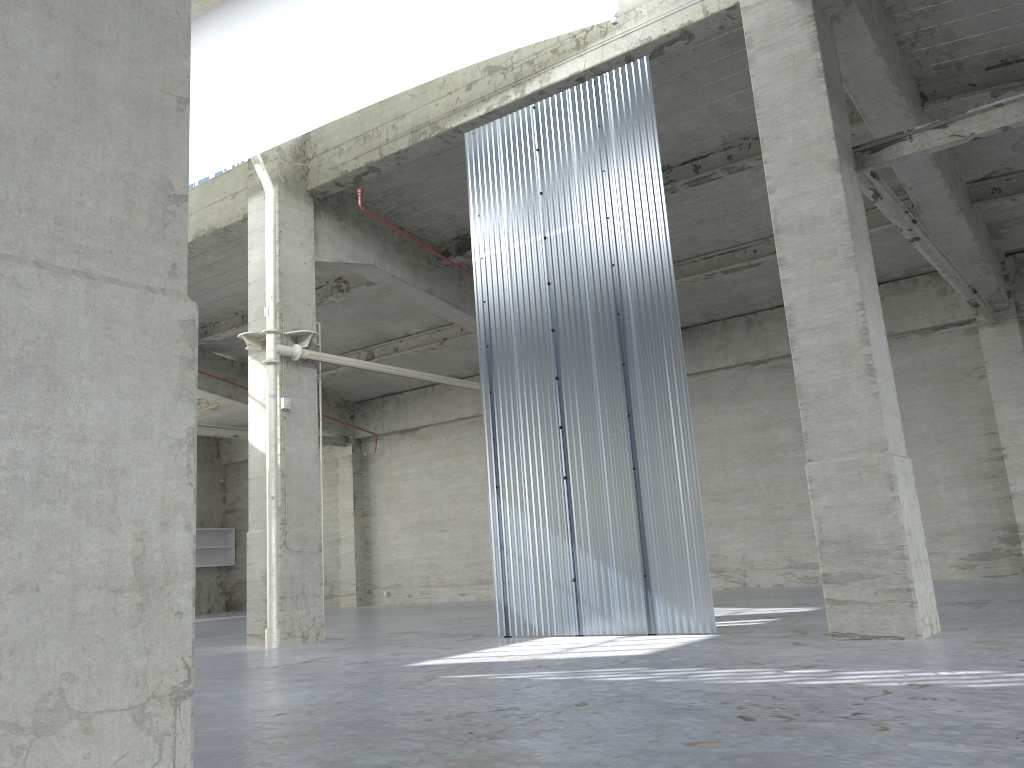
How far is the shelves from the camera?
43.4 meters

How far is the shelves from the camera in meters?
43.4

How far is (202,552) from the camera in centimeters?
4337cm
